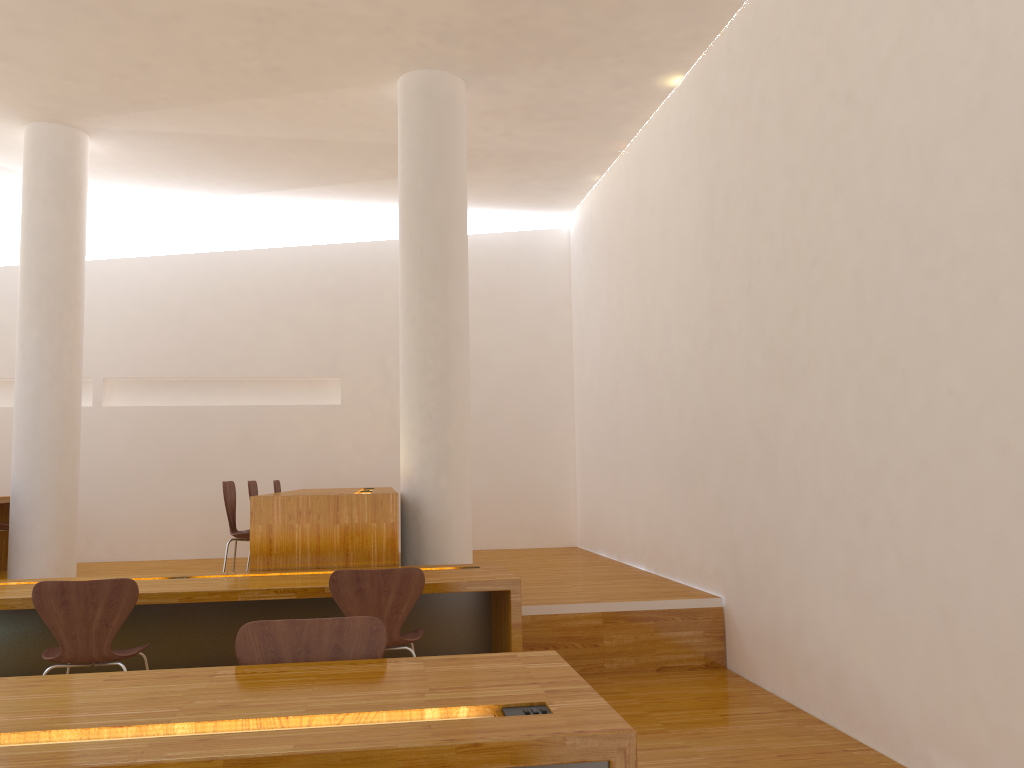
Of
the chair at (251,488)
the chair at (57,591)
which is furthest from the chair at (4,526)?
the chair at (57,591)

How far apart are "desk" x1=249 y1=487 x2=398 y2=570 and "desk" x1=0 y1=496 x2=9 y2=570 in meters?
2.9 m

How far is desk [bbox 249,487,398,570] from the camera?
4.6 meters

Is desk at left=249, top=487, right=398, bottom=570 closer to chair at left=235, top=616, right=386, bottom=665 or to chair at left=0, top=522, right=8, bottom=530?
chair at left=235, top=616, right=386, bottom=665

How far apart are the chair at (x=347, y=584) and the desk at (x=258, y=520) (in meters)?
0.83

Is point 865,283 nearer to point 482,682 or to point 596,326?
point 482,682

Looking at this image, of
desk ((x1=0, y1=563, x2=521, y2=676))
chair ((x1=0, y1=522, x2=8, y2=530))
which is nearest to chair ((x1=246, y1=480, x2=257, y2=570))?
desk ((x1=0, y1=563, x2=521, y2=676))

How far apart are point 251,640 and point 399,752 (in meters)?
0.93

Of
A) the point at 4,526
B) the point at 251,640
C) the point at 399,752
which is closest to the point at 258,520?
the point at 251,640

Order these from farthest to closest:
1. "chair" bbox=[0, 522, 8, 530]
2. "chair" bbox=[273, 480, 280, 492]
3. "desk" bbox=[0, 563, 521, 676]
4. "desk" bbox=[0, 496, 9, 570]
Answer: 1. "chair" bbox=[273, 480, 280, 492]
2. "desk" bbox=[0, 496, 9, 570]
3. "chair" bbox=[0, 522, 8, 530]
4. "desk" bbox=[0, 563, 521, 676]
